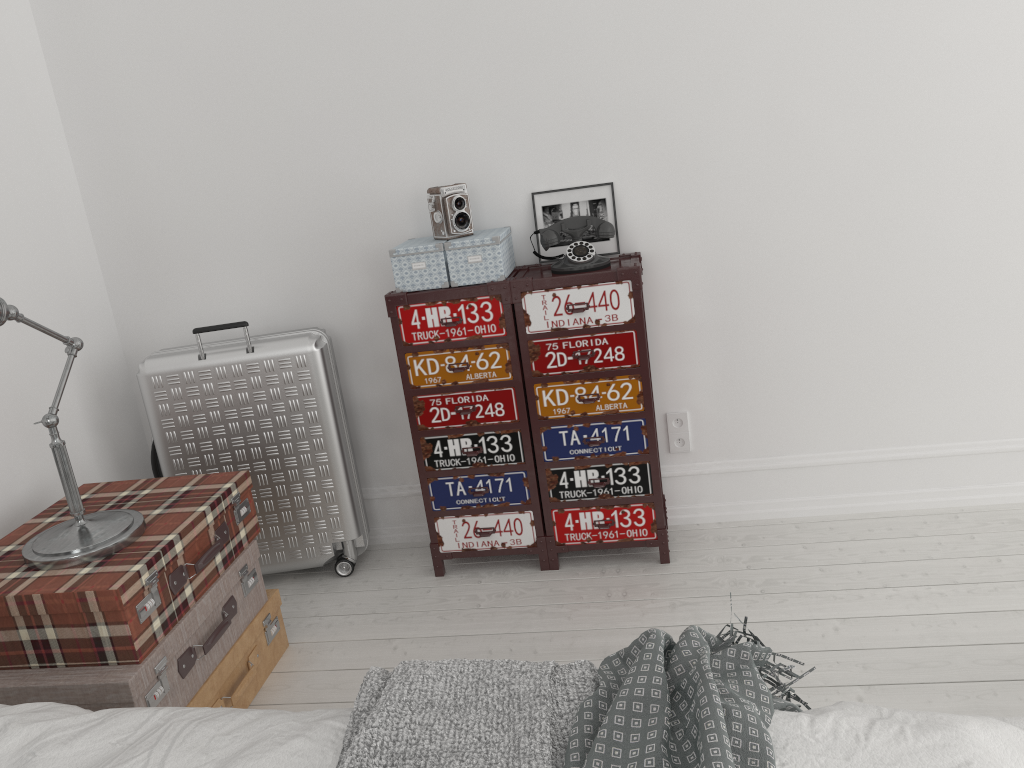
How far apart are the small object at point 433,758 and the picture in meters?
1.6

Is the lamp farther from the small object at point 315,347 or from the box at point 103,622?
the small object at point 315,347

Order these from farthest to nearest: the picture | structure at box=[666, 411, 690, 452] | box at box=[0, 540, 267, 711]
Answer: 1. structure at box=[666, 411, 690, 452]
2. the picture
3. box at box=[0, 540, 267, 711]

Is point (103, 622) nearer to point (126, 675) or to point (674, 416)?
point (126, 675)

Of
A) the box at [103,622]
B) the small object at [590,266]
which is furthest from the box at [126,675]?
the small object at [590,266]

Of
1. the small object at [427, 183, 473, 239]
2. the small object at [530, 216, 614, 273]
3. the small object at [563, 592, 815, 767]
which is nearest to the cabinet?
the small object at [530, 216, 614, 273]

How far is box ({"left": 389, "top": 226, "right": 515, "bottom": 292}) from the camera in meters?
2.6

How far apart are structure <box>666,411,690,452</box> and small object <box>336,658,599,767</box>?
1.57m

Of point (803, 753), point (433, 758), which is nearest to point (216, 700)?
point (433, 758)

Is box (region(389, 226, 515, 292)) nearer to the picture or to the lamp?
the picture
